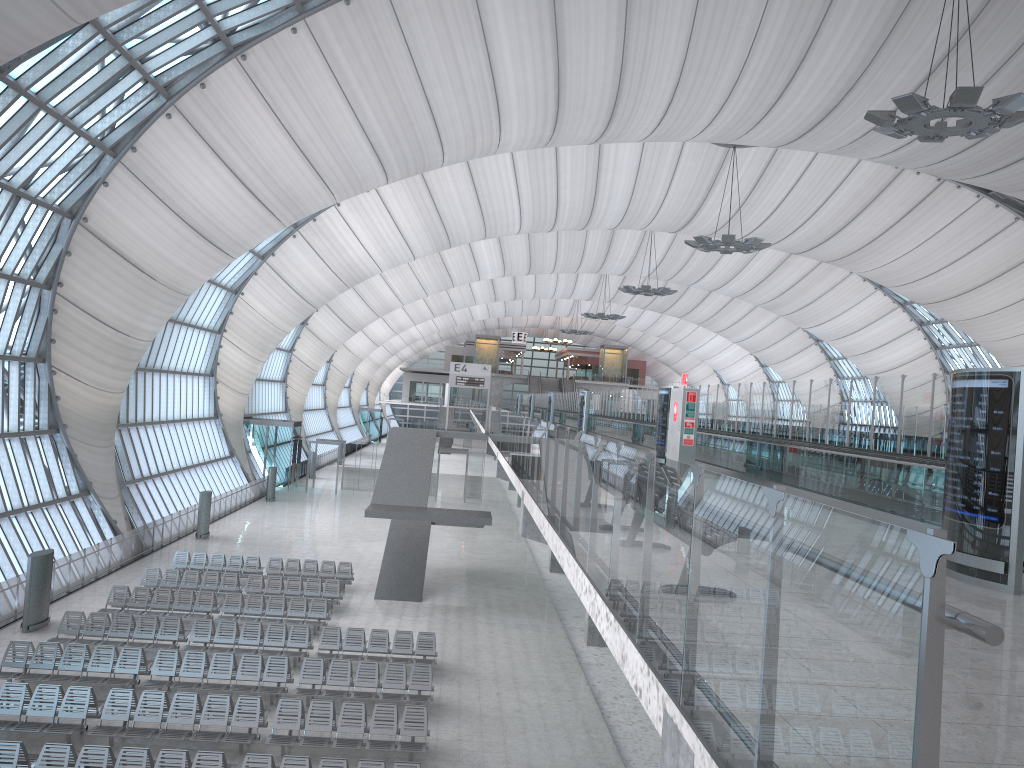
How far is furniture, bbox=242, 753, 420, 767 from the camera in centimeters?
1279cm

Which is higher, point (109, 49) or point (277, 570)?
point (109, 49)

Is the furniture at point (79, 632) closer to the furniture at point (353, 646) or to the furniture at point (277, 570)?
the furniture at point (353, 646)

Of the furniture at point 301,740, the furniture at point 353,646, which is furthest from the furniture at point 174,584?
the furniture at point 301,740

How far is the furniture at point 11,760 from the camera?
12.52m

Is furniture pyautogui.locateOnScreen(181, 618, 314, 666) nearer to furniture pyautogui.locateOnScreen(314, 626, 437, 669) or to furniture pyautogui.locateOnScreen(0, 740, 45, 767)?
furniture pyautogui.locateOnScreen(314, 626, 437, 669)

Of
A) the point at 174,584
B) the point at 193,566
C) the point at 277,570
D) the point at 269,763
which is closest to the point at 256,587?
the point at 174,584

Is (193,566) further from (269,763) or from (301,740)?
(269,763)

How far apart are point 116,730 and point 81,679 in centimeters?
283cm

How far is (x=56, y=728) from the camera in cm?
1442
